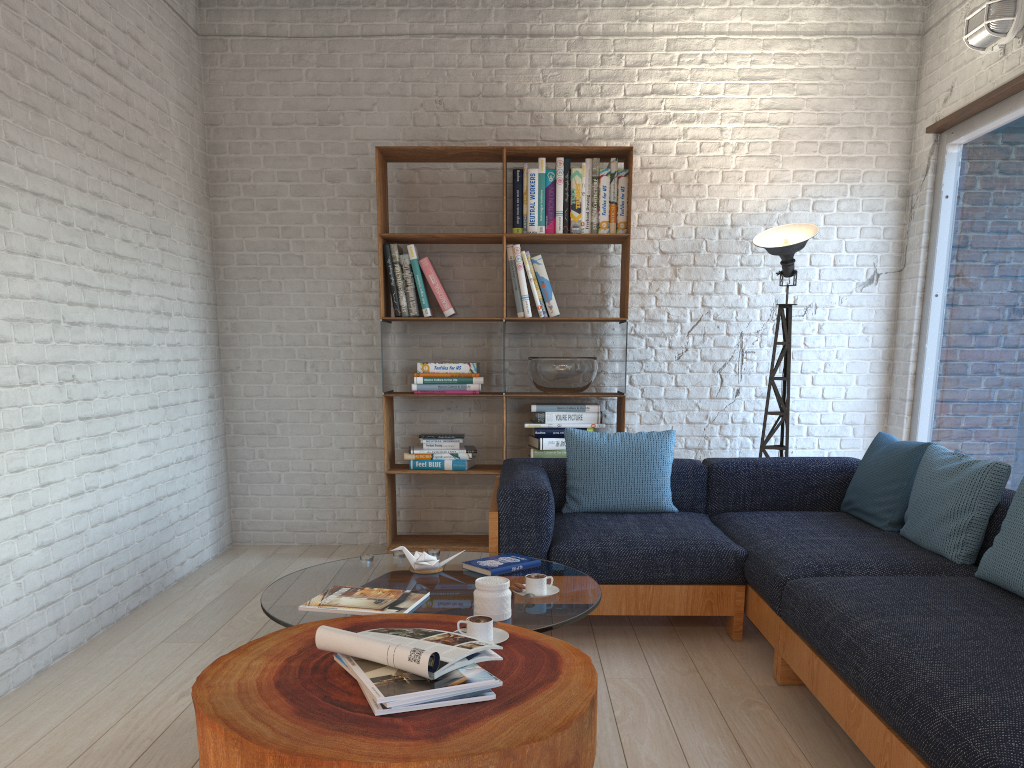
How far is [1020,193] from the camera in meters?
4.1 m

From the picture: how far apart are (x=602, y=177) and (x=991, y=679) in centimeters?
342cm

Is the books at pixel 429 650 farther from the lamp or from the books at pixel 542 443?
the lamp

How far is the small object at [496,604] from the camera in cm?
237

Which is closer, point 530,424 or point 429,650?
point 429,650

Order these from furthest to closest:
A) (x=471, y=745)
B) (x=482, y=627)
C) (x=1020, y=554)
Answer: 1. (x=1020, y=554)
2. (x=482, y=627)
3. (x=471, y=745)

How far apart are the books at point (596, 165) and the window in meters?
1.9 m

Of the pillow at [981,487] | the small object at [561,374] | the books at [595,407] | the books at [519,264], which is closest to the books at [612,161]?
the books at [519,264]

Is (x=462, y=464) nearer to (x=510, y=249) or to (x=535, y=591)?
(x=510, y=249)

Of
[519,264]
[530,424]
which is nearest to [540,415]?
[530,424]
